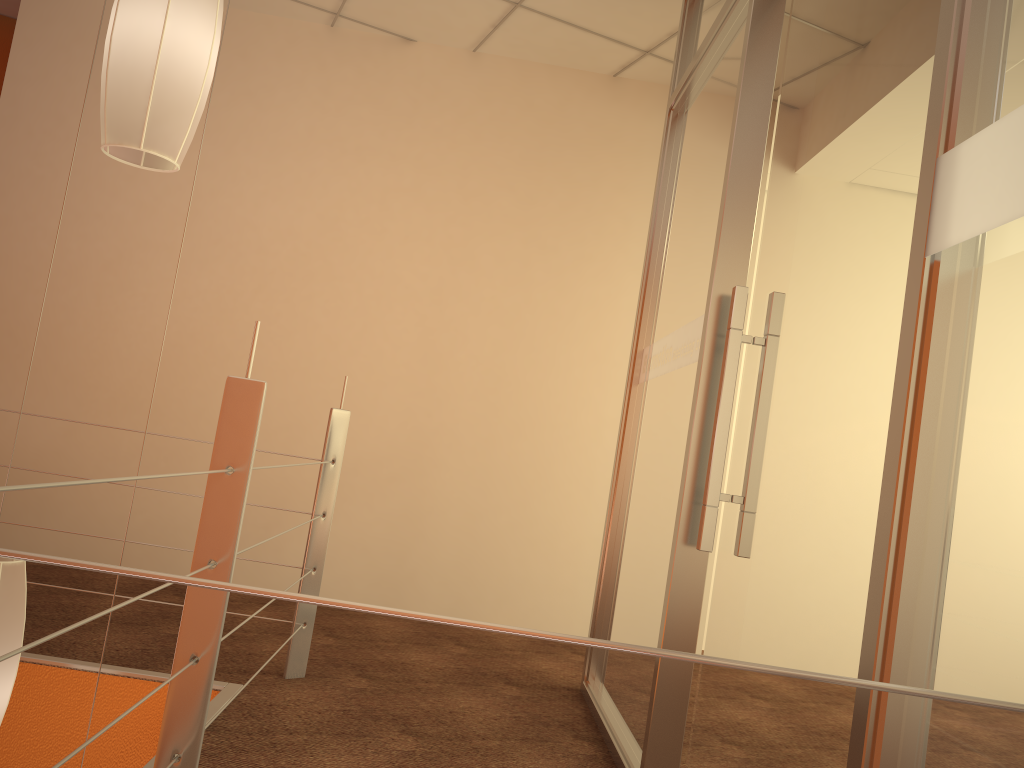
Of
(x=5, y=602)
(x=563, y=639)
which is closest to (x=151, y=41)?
(x=5, y=602)

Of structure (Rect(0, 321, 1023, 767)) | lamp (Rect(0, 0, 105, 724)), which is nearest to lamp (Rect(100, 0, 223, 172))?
structure (Rect(0, 321, 1023, 767))

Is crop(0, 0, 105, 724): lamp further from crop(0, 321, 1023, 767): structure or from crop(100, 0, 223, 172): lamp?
crop(100, 0, 223, 172): lamp

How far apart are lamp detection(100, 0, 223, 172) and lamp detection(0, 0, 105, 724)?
0.9m

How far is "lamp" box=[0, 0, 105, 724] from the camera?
1.9 meters

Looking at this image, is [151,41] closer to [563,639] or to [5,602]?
[5,602]

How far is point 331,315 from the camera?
3.84m

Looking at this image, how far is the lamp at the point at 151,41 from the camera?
1.6 meters

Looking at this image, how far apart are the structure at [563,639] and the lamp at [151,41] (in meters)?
0.45

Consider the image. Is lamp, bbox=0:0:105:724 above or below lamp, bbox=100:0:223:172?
below
